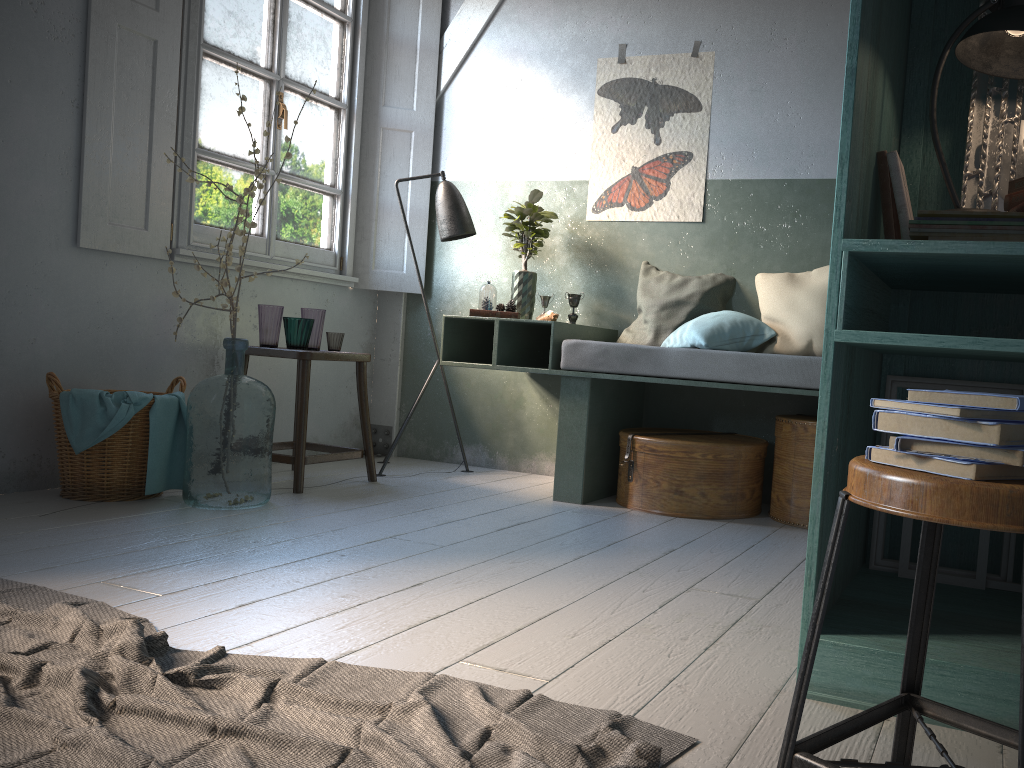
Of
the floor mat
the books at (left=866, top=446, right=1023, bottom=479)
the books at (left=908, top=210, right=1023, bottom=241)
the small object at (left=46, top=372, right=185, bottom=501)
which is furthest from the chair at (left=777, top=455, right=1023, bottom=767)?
the small object at (left=46, top=372, right=185, bottom=501)

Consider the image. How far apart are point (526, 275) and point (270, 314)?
1.5 meters

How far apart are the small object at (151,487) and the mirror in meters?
3.3

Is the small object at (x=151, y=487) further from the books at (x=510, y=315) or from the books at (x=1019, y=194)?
the books at (x=1019, y=194)

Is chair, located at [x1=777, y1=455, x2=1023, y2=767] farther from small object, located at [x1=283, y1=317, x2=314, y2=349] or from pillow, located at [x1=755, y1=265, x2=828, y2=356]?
small object, located at [x1=283, y1=317, x2=314, y2=349]

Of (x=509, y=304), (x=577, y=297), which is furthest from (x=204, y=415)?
(x=577, y=297)

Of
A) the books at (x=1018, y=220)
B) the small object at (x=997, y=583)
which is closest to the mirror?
the books at (x=1018, y=220)

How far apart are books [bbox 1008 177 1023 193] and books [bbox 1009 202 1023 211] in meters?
0.1 m

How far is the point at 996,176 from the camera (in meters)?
2.42

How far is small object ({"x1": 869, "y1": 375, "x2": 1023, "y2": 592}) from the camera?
2.5m
